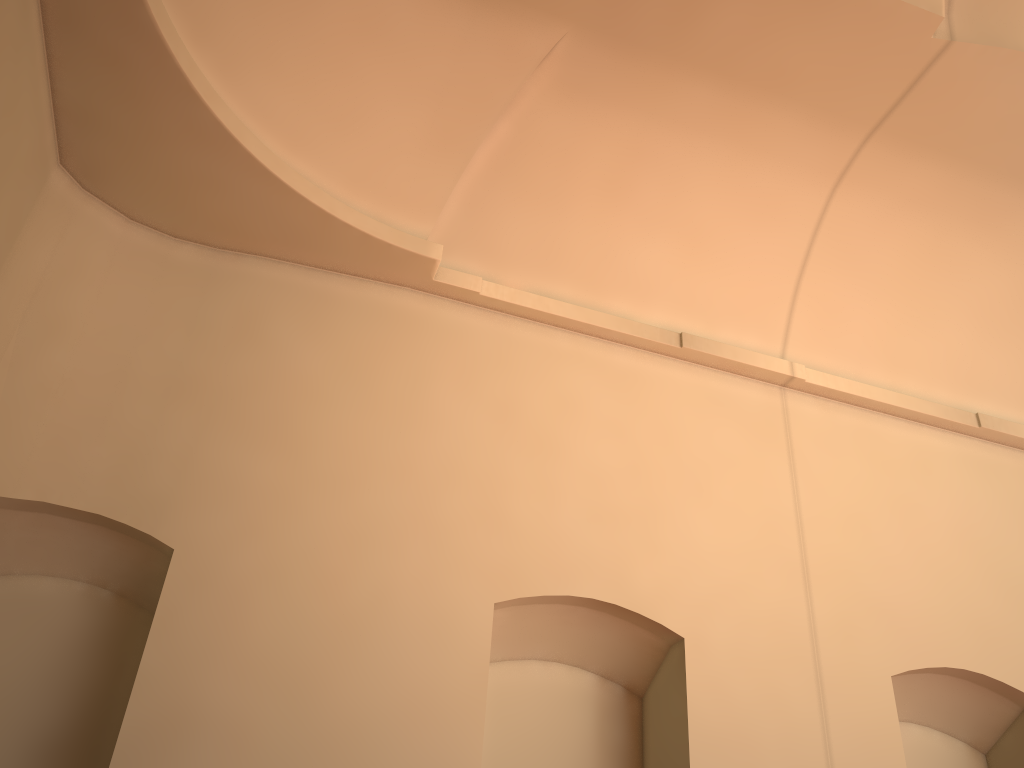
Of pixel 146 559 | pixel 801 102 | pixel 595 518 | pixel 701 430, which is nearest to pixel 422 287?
pixel 595 518
